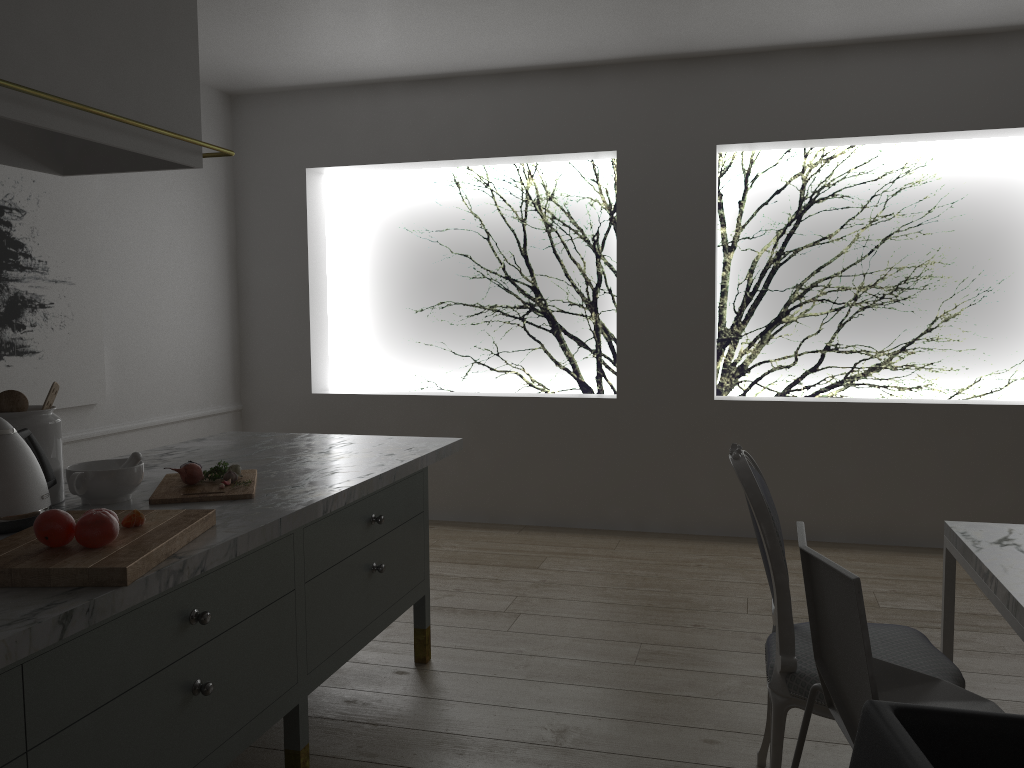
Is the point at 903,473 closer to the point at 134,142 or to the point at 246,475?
the point at 246,475

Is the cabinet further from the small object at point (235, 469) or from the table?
the table

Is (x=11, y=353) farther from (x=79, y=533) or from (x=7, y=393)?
(x=79, y=533)

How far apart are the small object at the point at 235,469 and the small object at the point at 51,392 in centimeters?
43cm

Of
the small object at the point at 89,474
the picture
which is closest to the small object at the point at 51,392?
the small object at the point at 89,474

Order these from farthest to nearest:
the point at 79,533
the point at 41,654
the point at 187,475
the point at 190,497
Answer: the point at 187,475, the point at 190,497, the point at 79,533, the point at 41,654

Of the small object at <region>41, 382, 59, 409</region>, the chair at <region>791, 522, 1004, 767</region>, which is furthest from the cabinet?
the chair at <region>791, 522, 1004, 767</region>

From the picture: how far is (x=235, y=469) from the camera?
2.1m

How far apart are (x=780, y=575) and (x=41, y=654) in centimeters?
136cm

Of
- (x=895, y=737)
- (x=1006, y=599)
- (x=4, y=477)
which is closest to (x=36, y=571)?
(x=4, y=477)
